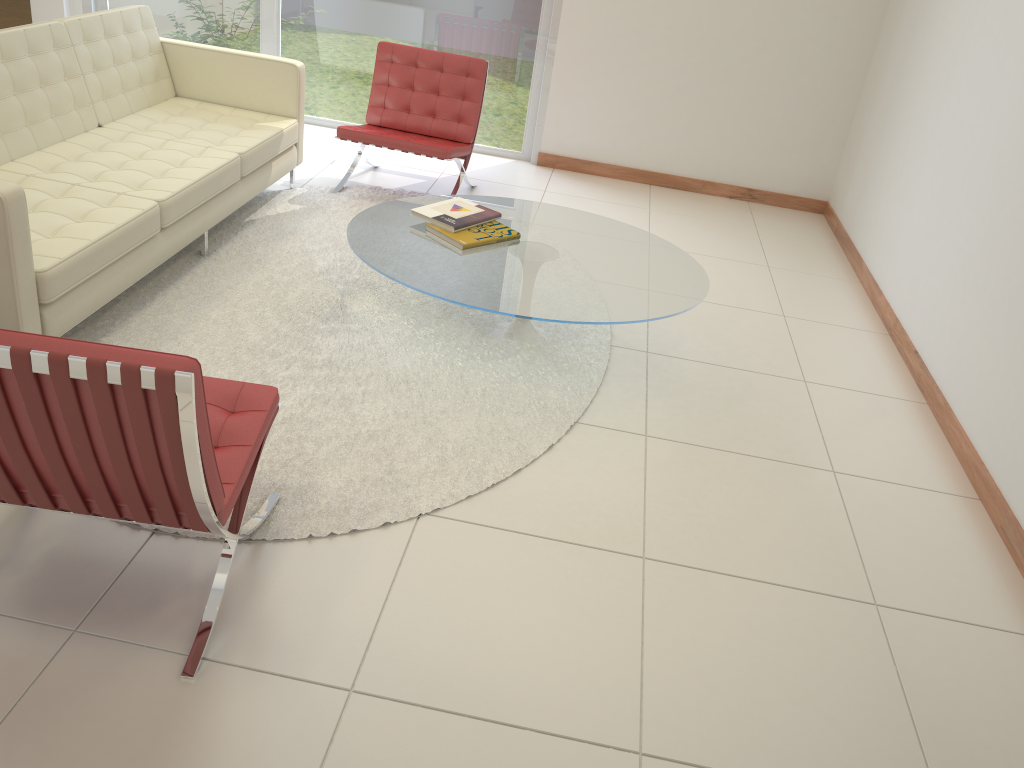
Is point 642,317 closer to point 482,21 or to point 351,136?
point 351,136

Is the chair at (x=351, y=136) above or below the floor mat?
above

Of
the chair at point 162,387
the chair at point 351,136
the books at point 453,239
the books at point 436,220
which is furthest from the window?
the chair at point 162,387

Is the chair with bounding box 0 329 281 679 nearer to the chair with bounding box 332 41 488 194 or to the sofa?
the sofa

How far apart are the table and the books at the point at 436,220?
0.0 meters

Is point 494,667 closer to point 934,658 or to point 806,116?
point 934,658

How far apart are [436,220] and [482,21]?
2.8m

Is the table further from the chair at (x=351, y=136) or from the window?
the window

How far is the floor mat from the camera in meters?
2.9

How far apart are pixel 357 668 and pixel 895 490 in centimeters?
208cm
